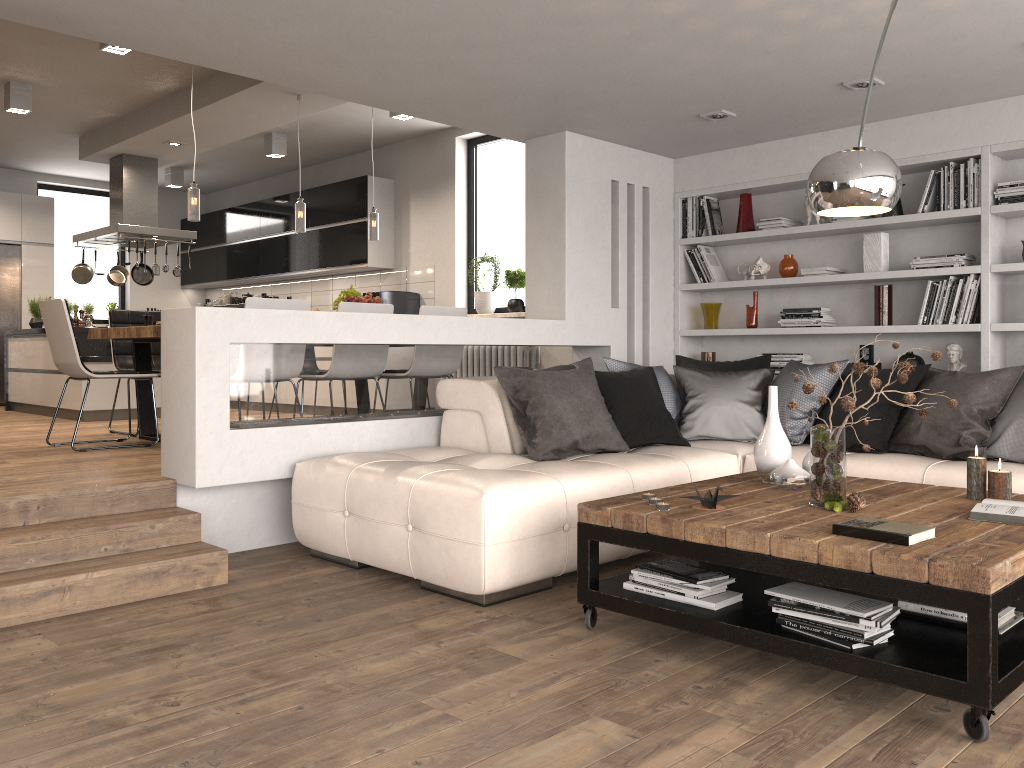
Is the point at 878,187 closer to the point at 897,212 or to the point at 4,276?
the point at 897,212

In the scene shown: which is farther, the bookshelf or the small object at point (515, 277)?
the small object at point (515, 277)

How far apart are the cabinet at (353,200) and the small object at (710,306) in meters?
3.7 m

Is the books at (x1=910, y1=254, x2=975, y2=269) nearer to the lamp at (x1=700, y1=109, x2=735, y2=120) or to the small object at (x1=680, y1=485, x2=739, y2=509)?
the lamp at (x1=700, y1=109, x2=735, y2=120)

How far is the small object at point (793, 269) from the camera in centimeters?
606cm

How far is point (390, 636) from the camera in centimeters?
312cm

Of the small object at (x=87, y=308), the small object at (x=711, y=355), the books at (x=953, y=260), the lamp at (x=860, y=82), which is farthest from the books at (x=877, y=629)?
the small object at (x=87, y=308)

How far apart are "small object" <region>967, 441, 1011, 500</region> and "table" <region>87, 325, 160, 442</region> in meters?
4.4

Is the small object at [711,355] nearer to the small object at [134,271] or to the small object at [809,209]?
the small object at [809,209]

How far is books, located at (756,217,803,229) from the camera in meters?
6.0
